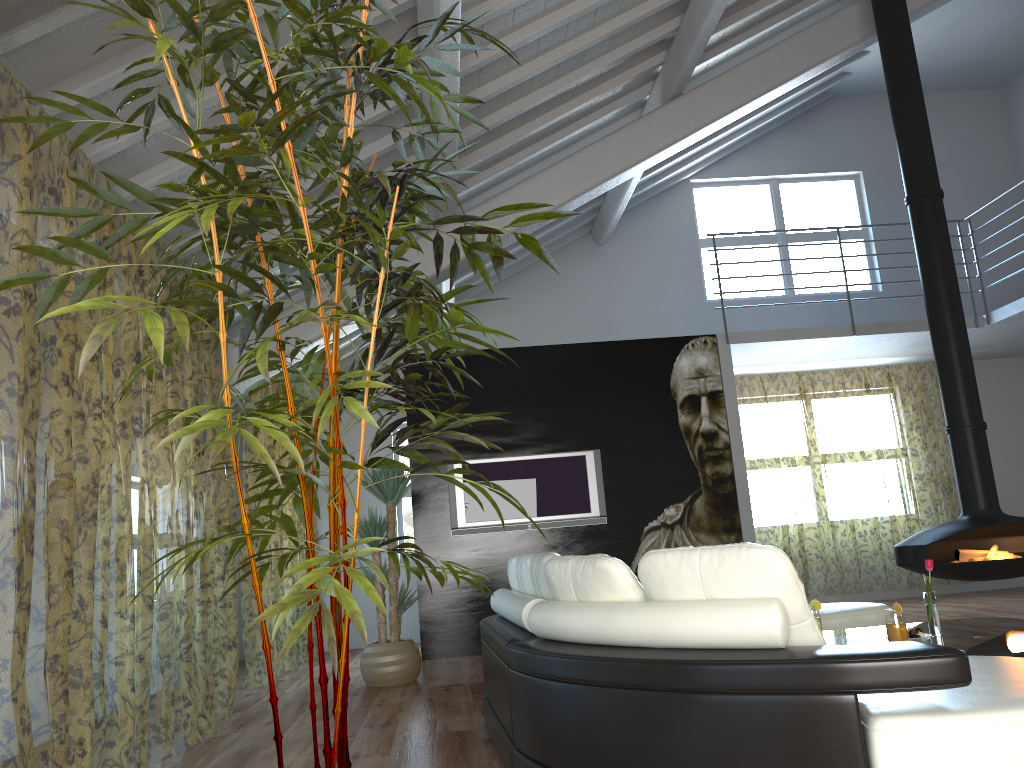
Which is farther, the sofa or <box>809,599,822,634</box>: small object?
<box>809,599,822,634</box>: small object

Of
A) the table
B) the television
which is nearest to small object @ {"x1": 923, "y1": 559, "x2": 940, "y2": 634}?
the table

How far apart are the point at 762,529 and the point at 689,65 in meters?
9.4

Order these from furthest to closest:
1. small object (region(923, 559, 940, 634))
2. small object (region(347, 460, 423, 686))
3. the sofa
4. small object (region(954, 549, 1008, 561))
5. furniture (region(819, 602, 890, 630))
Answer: small object (region(347, 460, 423, 686)), small object (region(954, 549, 1008, 561)), furniture (region(819, 602, 890, 630)), small object (region(923, 559, 940, 634)), the sofa

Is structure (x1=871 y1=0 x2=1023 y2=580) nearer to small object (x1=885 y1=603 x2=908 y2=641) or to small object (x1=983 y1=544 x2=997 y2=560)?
small object (x1=983 y1=544 x2=997 y2=560)

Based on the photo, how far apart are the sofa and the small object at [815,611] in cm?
124

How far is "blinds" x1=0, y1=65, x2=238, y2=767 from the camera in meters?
6.0 m

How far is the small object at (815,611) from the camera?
3.9m

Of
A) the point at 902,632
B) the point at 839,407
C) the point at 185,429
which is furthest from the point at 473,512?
the point at 839,407

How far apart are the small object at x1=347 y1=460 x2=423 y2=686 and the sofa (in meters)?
1.94
